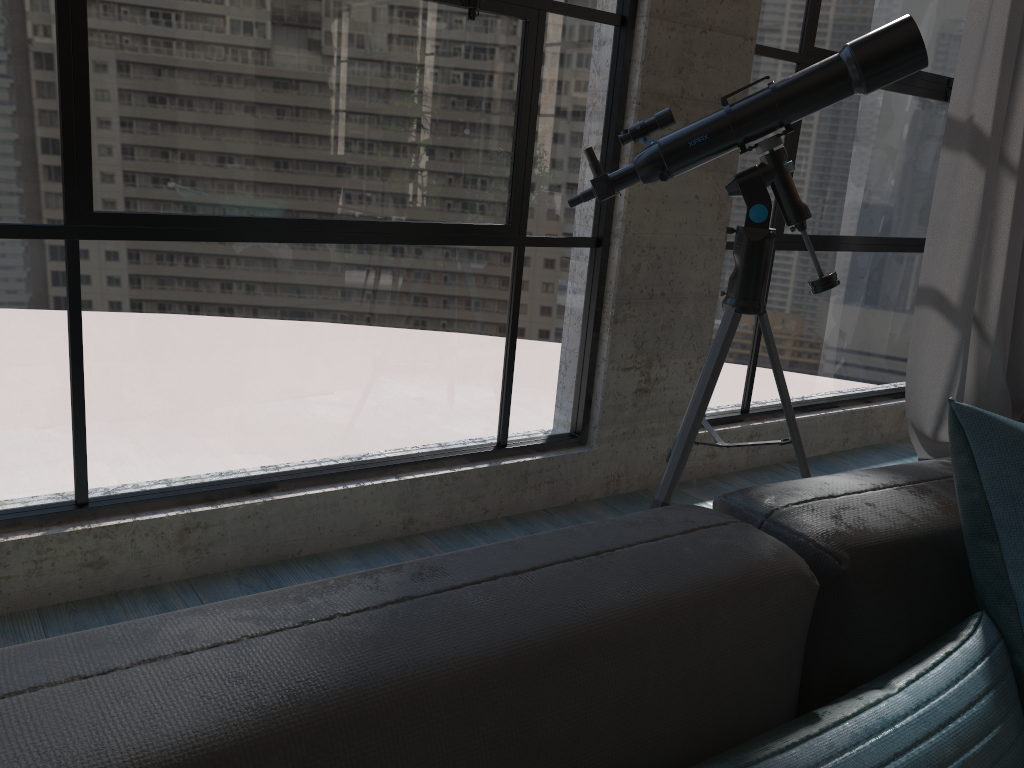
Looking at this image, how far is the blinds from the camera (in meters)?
3.23

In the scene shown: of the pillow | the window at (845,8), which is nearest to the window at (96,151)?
the window at (845,8)

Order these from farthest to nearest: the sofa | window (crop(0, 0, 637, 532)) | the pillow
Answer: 1. window (crop(0, 0, 637, 532))
2. the pillow
3. the sofa

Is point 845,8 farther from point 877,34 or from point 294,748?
point 294,748

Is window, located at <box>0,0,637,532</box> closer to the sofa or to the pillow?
the sofa

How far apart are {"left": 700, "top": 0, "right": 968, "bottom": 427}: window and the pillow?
2.1 meters

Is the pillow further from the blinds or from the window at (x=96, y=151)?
the blinds

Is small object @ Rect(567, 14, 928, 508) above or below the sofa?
above

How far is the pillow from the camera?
0.8m

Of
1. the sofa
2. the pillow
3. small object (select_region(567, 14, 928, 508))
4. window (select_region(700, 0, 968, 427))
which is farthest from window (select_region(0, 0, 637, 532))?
the pillow
